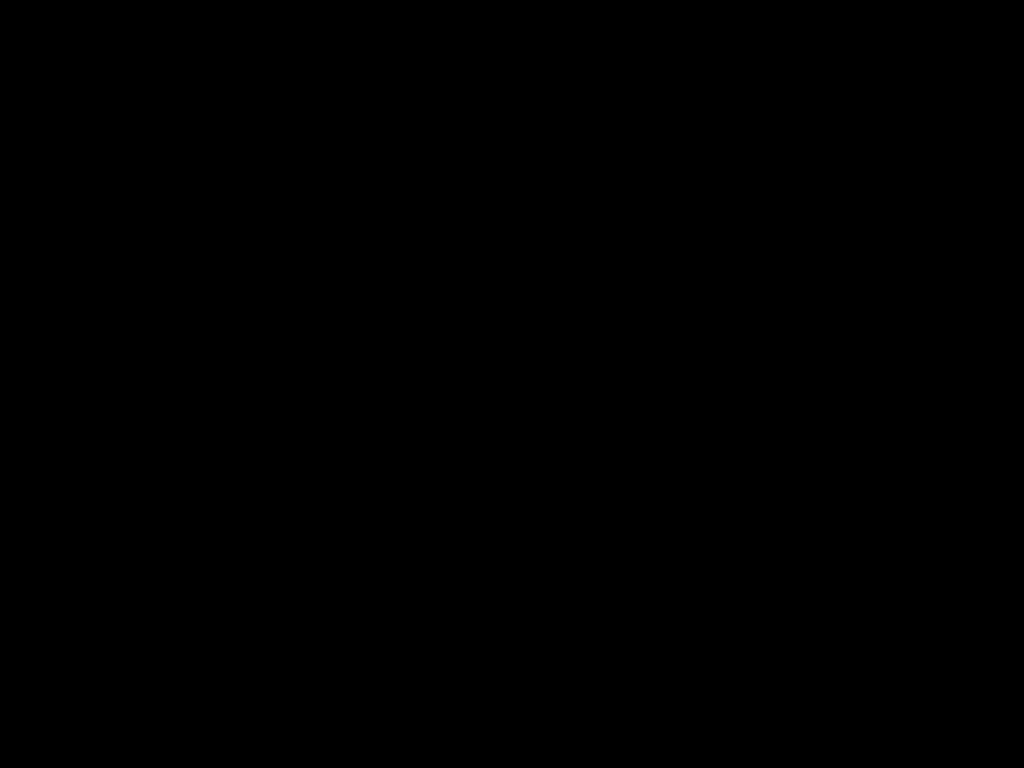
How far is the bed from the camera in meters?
0.5 m

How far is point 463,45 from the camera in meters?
0.5

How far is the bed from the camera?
0.5m

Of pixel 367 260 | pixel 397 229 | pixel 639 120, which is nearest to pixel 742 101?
pixel 639 120
